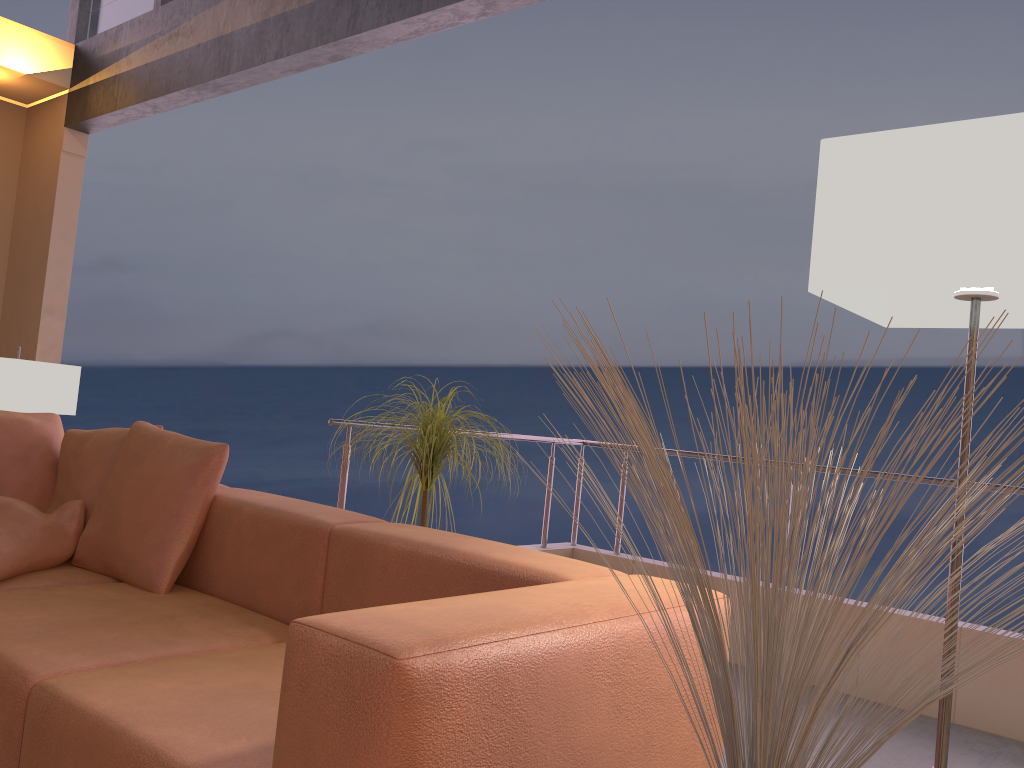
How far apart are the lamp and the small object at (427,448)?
1.4m

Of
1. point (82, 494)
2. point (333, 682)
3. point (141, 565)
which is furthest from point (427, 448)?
point (333, 682)

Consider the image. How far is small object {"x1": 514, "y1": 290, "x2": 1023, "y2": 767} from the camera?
0.87m

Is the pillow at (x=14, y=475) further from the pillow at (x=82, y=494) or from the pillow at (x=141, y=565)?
the pillow at (x=141, y=565)

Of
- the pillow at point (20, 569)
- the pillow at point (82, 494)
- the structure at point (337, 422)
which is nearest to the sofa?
Result: the pillow at point (20, 569)

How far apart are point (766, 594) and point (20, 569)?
2.29m

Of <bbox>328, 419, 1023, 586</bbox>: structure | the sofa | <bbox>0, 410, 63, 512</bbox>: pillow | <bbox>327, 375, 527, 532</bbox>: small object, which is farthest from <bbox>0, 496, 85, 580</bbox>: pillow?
<bbox>327, 375, 527, 532</bbox>: small object

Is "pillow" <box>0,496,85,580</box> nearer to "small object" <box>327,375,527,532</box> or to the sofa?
the sofa

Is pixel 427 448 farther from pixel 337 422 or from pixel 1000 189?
pixel 1000 189

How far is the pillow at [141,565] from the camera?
2.47m
